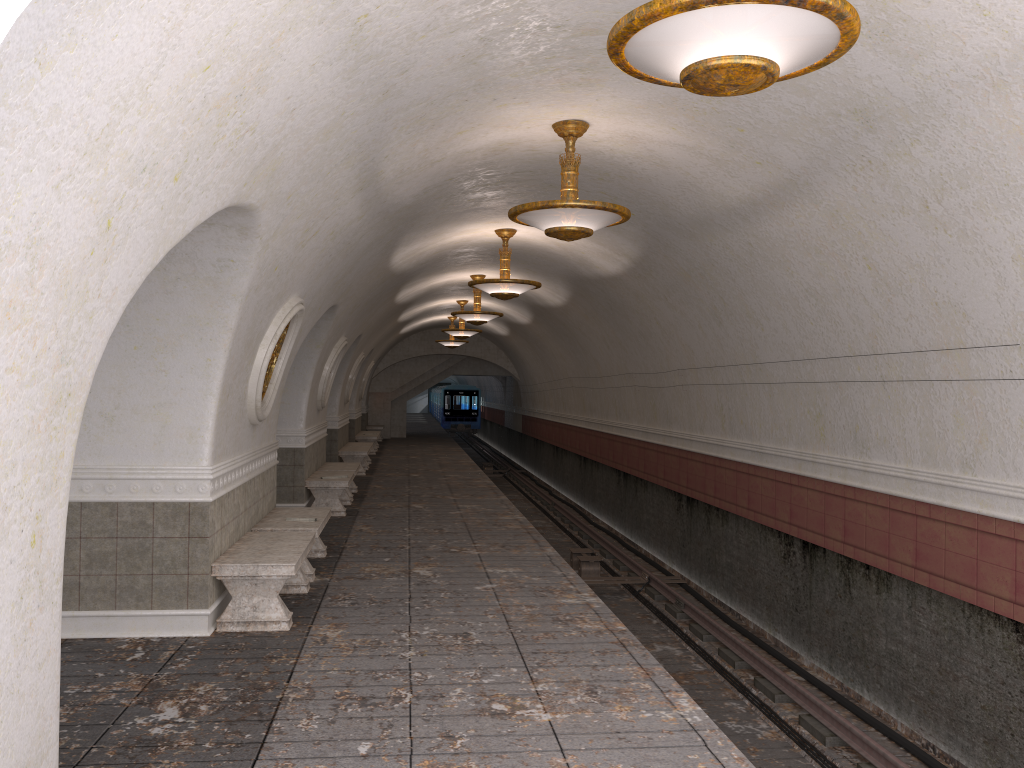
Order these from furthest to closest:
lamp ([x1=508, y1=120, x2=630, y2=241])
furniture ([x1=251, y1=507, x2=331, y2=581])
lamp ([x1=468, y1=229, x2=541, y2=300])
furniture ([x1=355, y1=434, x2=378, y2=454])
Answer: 1. furniture ([x1=355, y1=434, x2=378, y2=454])
2. lamp ([x1=468, y1=229, x2=541, y2=300])
3. furniture ([x1=251, y1=507, x2=331, y2=581])
4. lamp ([x1=508, y1=120, x2=630, y2=241])

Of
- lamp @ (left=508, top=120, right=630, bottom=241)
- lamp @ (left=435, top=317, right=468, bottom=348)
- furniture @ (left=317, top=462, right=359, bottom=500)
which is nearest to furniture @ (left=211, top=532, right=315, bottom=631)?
A: lamp @ (left=508, top=120, right=630, bottom=241)

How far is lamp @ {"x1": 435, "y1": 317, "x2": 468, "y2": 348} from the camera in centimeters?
2613cm

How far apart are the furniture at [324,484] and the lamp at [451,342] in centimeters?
1255cm

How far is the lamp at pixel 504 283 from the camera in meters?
11.7 m

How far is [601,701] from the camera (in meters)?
5.20

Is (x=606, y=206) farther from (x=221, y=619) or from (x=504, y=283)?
(x=504, y=283)

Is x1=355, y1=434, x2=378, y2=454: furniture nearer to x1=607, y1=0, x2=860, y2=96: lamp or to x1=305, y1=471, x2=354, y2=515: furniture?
x1=305, y1=471, x2=354, y2=515: furniture

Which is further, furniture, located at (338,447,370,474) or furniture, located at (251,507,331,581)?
furniture, located at (338,447,370,474)

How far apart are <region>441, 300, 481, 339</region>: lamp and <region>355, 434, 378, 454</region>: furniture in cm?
466
